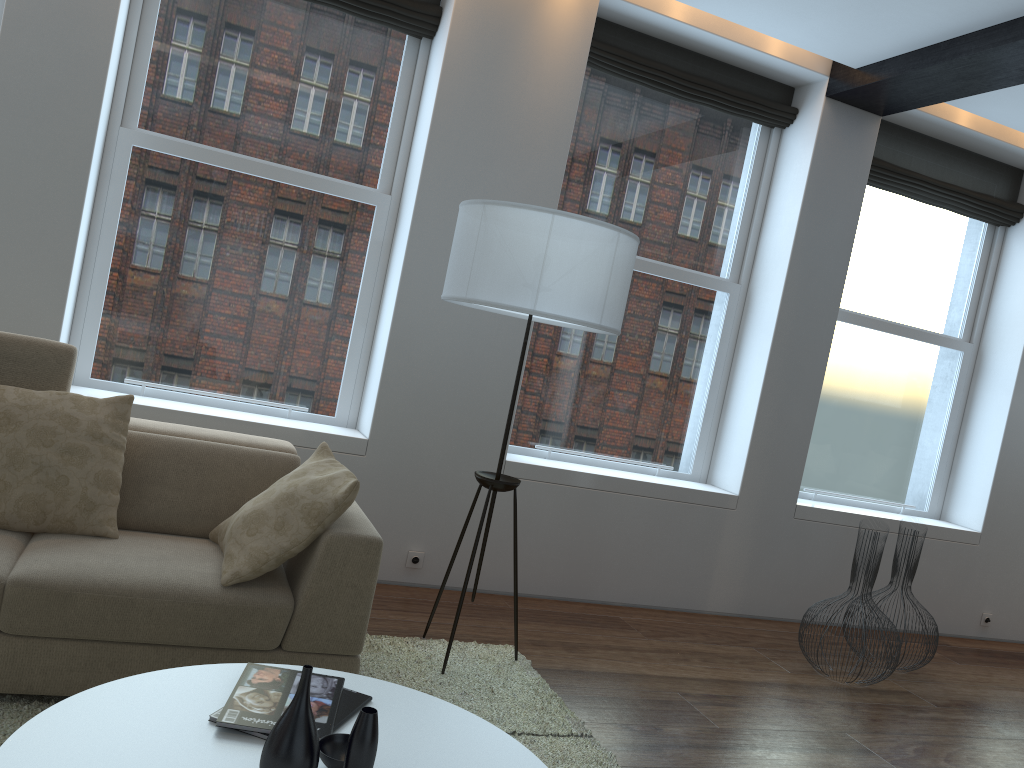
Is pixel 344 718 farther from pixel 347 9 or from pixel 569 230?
pixel 347 9

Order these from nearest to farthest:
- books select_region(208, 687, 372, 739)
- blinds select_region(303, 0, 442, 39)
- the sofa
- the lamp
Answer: books select_region(208, 687, 372, 739) < the sofa < the lamp < blinds select_region(303, 0, 442, 39)

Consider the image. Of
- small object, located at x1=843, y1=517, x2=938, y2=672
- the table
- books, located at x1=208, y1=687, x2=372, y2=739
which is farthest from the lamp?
small object, located at x1=843, y1=517, x2=938, y2=672

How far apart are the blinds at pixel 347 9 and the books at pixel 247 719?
3.2 meters

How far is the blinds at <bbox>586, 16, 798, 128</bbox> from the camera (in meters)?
4.62

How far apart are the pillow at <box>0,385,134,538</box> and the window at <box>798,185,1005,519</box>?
4.0 meters

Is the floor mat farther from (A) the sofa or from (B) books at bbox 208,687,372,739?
(B) books at bbox 208,687,372,739

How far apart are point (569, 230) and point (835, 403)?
3.1m

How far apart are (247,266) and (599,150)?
2.0m

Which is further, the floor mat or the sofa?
the floor mat
